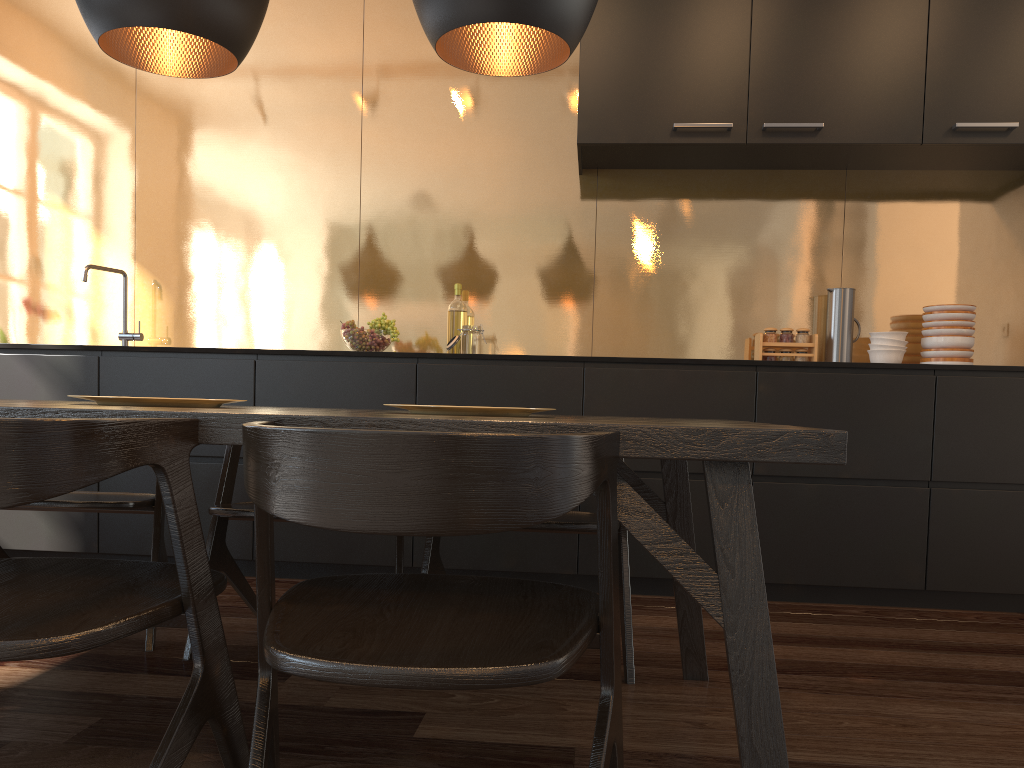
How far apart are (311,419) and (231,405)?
2.3m

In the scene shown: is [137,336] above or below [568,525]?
above

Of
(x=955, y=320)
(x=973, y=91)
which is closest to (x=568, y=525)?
(x=955, y=320)

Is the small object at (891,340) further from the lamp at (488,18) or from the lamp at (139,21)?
the lamp at (139,21)

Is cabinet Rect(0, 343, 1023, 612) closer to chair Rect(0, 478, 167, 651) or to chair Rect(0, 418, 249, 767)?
chair Rect(0, 478, 167, 651)

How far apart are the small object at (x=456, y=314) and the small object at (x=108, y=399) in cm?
206

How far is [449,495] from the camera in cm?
97

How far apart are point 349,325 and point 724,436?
2.5 meters

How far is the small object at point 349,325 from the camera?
3.5 meters

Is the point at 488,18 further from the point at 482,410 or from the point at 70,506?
the point at 70,506
